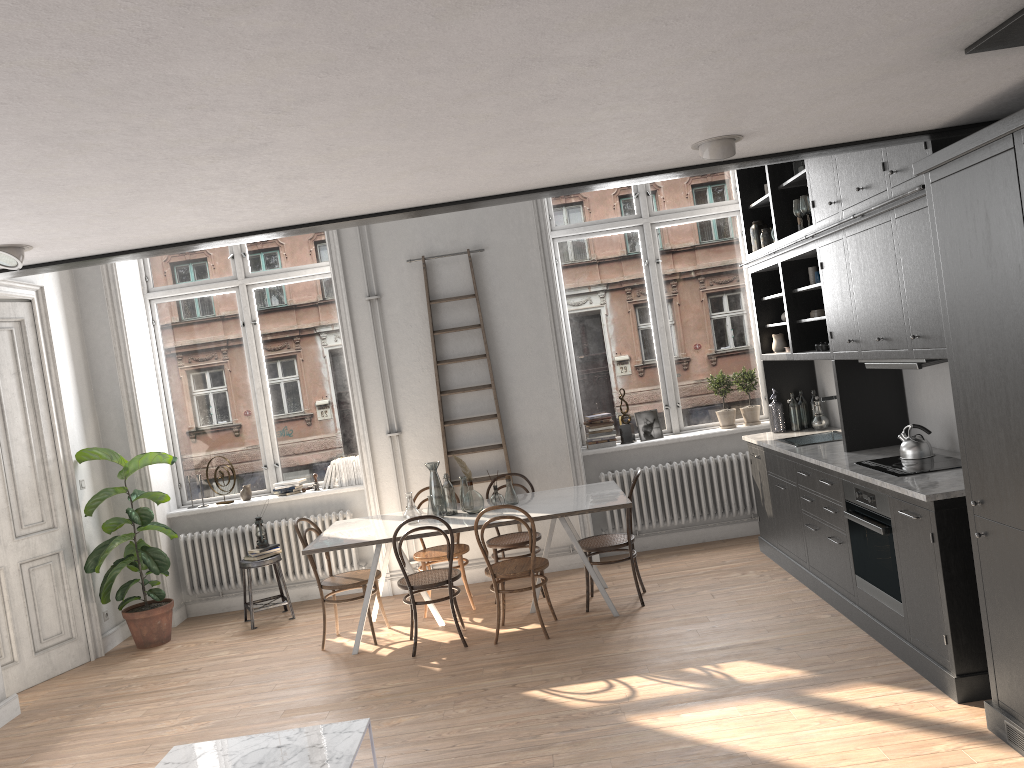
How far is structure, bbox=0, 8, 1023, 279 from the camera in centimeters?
231cm

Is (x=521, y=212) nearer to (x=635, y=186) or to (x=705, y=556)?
(x=635, y=186)

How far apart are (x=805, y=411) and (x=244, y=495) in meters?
4.8 m

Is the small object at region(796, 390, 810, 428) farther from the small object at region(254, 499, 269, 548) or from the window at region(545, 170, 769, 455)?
the small object at region(254, 499, 269, 548)

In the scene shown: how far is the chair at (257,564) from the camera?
7.1 meters

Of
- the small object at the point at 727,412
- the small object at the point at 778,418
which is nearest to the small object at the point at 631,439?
the small object at the point at 727,412

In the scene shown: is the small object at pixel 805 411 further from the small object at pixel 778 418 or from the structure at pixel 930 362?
the structure at pixel 930 362

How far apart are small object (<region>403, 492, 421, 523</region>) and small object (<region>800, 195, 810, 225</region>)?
3.31m

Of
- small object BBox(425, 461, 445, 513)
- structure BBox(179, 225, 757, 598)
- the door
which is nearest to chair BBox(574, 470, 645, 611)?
small object BBox(425, 461, 445, 513)

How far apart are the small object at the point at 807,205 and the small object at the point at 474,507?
2.9m
